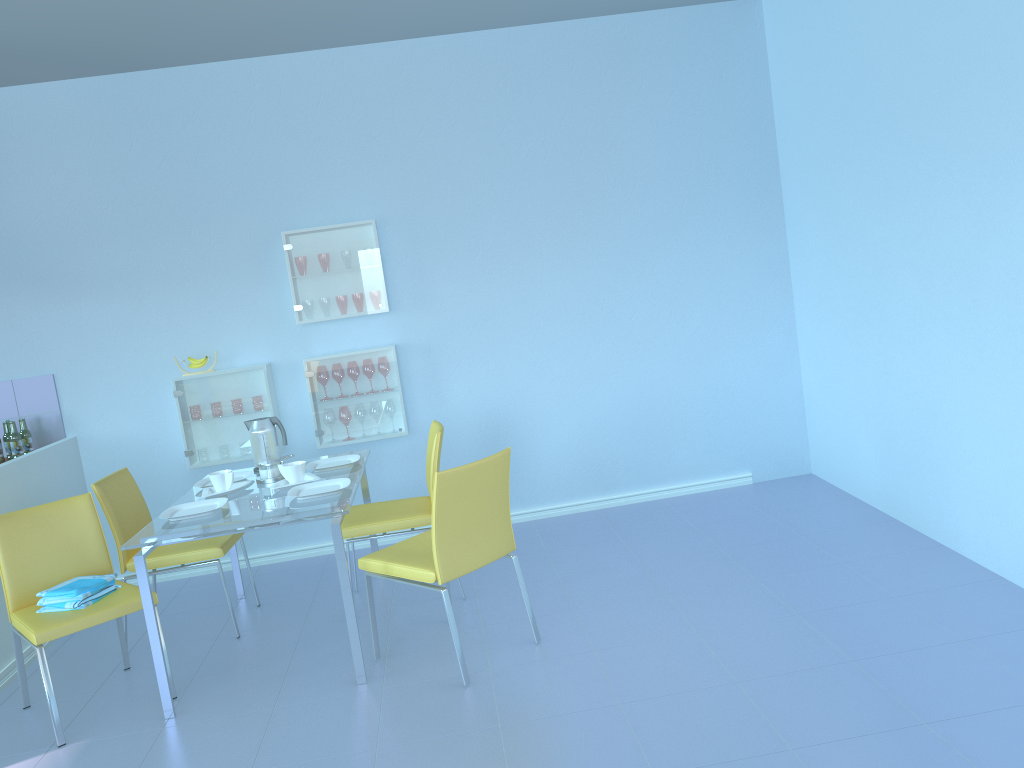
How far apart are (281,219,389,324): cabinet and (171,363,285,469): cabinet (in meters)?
0.28

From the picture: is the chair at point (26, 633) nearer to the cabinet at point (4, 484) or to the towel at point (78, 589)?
the towel at point (78, 589)

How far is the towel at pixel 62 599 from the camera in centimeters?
297cm

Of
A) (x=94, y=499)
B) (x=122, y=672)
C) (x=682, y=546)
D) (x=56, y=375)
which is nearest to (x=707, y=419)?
(x=682, y=546)

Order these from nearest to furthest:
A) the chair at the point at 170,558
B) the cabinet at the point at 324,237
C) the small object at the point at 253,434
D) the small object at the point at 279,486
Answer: the small object at the point at 279,486 < the chair at the point at 170,558 < the small object at the point at 253,434 < the cabinet at the point at 324,237

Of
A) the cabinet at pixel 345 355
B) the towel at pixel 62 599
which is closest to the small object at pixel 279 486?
the towel at pixel 62 599

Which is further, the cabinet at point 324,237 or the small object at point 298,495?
the cabinet at point 324,237

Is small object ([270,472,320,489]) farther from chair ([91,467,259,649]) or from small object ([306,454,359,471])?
chair ([91,467,259,649])

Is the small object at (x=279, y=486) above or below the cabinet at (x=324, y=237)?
below

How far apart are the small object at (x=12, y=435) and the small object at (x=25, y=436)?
0.06m
